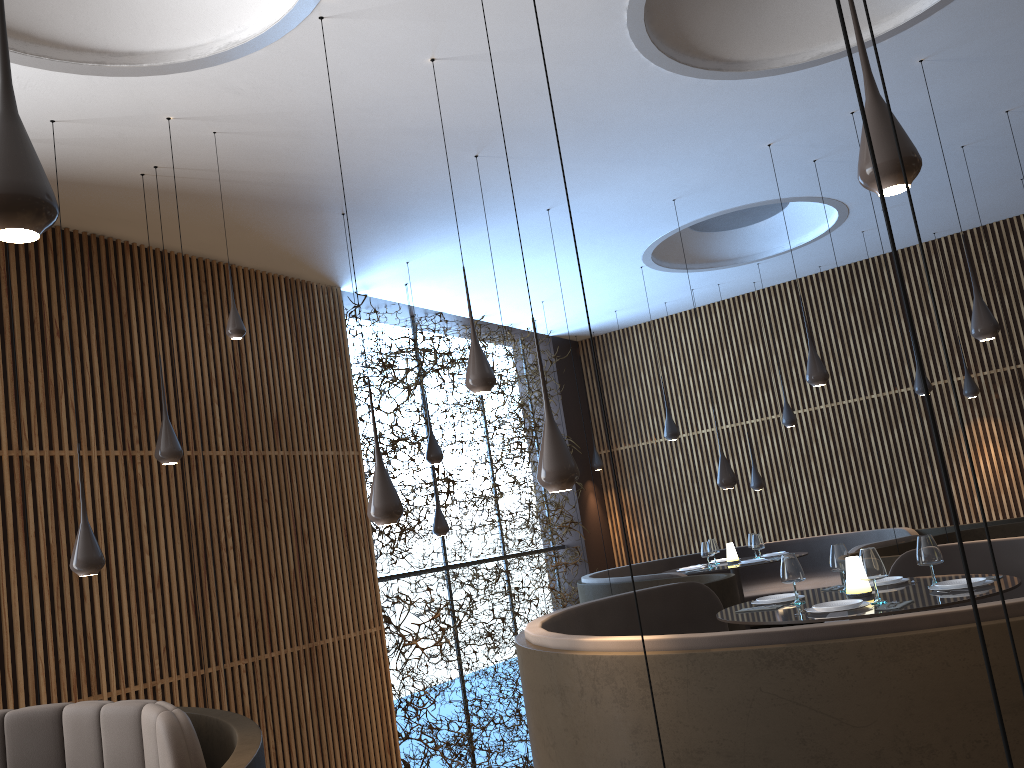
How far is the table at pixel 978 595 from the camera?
4.5 meters

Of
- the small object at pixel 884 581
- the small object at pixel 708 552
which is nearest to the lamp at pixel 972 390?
the small object at pixel 708 552

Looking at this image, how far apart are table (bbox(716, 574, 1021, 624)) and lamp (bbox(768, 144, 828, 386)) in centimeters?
234cm

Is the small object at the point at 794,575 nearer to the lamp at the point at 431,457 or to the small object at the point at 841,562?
the small object at the point at 841,562

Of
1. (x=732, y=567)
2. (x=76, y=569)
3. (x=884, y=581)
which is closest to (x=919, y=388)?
(x=732, y=567)

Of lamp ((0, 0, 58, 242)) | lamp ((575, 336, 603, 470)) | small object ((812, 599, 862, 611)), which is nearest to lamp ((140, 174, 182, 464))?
lamp ((0, 0, 58, 242))

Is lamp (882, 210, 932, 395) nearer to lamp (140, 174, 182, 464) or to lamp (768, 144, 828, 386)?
lamp (768, 144, 828, 386)

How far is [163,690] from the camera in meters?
7.3

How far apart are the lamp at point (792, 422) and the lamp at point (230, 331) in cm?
770

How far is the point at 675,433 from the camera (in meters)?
10.76
